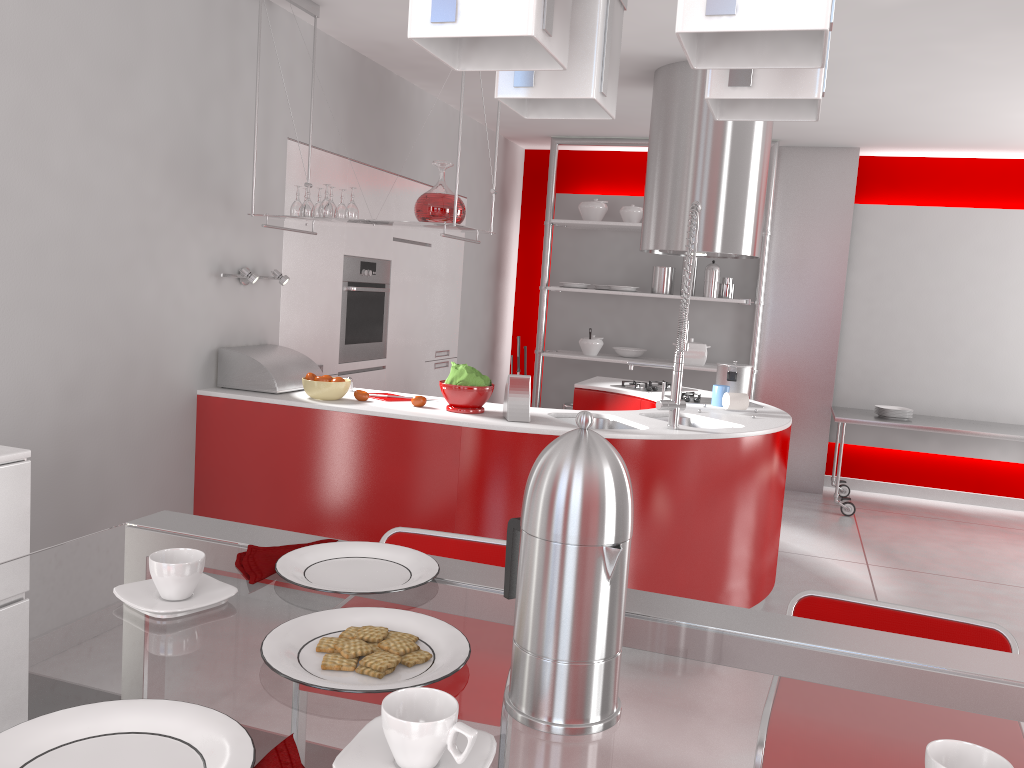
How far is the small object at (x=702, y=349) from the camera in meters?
6.6 m

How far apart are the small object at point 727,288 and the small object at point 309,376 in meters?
3.8 m

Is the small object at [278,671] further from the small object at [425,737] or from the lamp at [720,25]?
the lamp at [720,25]

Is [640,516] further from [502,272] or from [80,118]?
[502,272]

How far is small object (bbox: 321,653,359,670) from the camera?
0.89m

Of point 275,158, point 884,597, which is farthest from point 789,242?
point 275,158

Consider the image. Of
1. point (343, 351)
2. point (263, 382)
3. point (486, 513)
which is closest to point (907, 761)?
point (486, 513)

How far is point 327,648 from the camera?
0.9 meters

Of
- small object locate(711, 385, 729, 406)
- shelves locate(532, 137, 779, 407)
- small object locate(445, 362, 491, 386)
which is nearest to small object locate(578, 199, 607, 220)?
shelves locate(532, 137, 779, 407)

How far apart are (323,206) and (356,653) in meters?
3.0
